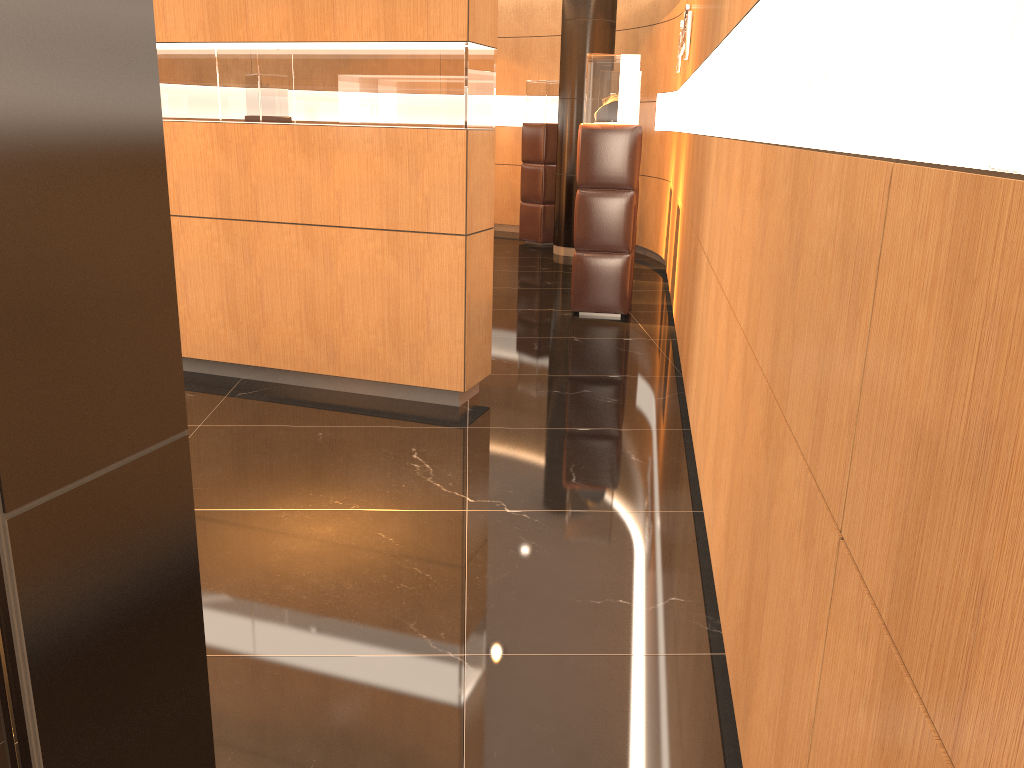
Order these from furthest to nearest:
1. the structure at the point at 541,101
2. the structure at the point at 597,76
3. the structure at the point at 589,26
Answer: the structure at the point at 541,101 < the structure at the point at 589,26 < the structure at the point at 597,76

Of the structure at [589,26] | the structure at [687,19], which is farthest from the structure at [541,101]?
the structure at [687,19]

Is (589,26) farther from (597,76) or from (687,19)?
(597,76)

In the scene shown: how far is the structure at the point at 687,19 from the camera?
6.7m

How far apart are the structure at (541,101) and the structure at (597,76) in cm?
423

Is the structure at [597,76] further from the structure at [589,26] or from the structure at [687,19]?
the structure at [589,26]

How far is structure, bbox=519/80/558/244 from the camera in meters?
10.9 m

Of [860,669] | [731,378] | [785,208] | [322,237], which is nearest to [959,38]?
[860,669]

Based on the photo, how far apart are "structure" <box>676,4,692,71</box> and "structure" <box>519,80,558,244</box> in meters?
2.8

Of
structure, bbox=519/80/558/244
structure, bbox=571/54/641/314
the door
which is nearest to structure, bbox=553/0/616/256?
structure, bbox=519/80/558/244
